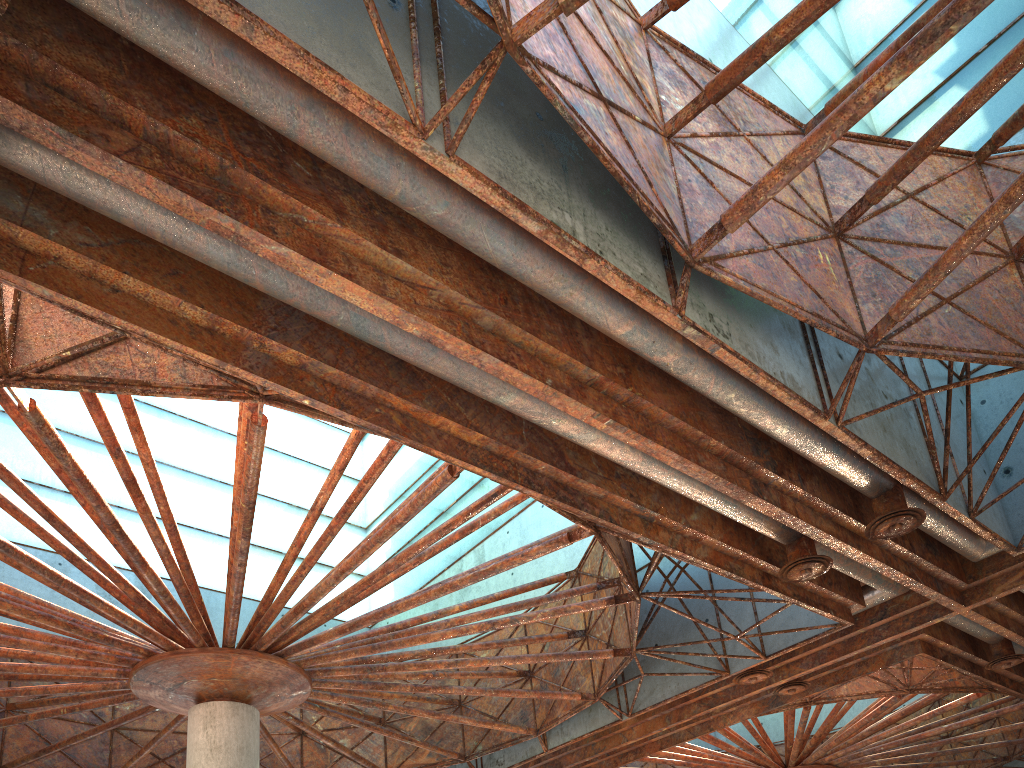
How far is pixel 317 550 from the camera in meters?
20.4 m
